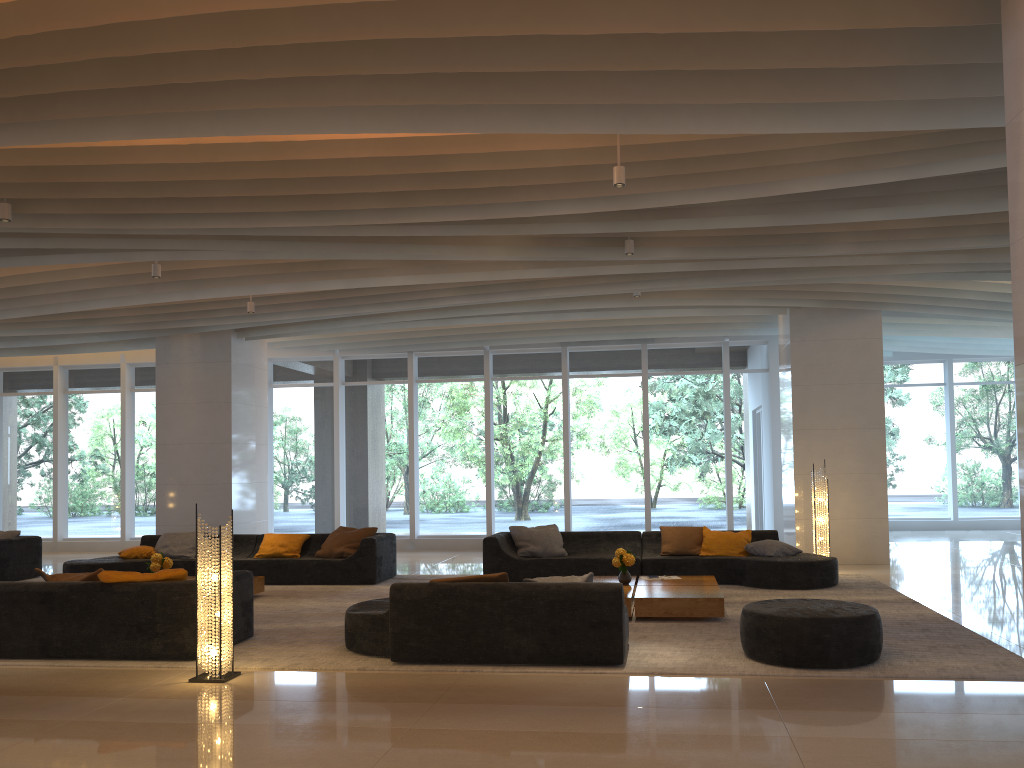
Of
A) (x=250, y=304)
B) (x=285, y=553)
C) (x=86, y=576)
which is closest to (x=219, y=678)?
(x=86, y=576)

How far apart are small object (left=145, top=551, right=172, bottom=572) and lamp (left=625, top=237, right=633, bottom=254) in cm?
569

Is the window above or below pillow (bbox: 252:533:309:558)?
above

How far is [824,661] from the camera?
5.9m

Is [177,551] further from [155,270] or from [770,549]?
[770,549]

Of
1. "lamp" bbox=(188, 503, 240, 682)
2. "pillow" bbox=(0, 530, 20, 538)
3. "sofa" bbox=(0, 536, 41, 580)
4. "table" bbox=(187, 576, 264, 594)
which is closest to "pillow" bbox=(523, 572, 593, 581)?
"lamp" bbox=(188, 503, 240, 682)

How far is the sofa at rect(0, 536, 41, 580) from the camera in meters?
11.6 m

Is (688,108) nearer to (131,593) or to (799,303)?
(131,593)

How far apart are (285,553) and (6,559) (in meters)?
3.80

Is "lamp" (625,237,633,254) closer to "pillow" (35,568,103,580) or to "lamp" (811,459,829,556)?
"lamp" (811,459,829,556)
